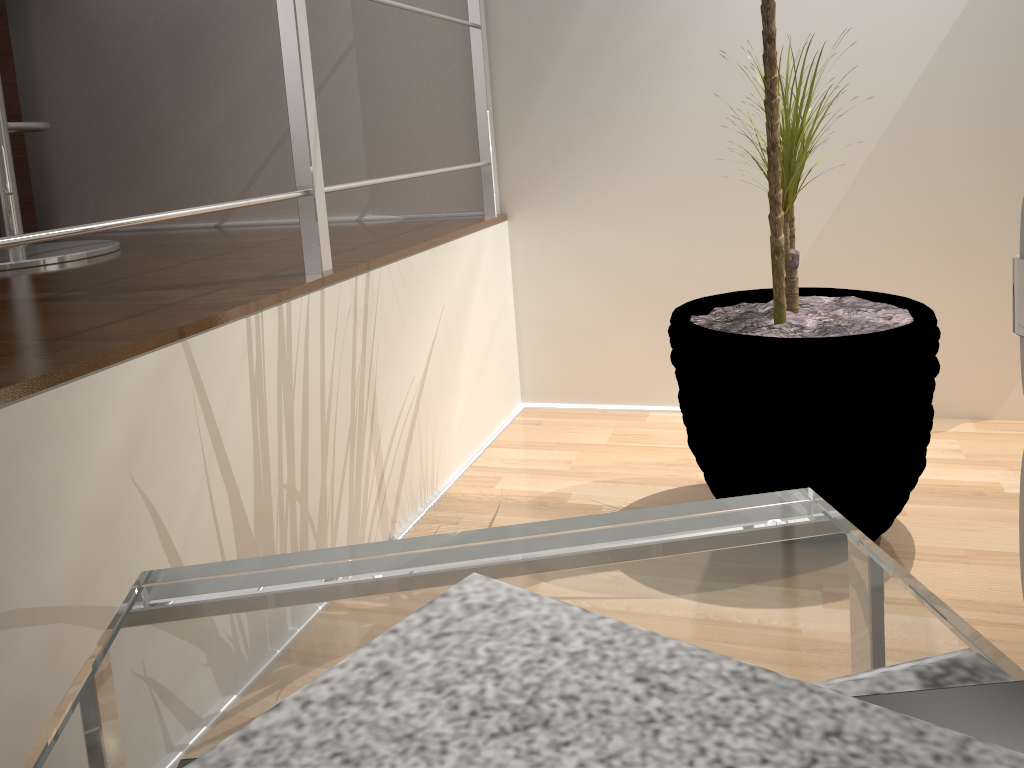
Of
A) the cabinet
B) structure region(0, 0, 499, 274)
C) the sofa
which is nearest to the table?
the sofa

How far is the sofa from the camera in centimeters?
67cm

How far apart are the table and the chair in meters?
1.3 m

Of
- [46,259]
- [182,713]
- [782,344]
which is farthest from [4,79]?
[182,713]

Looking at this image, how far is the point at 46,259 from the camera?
1.62m

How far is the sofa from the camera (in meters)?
0.67

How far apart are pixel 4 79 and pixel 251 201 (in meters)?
1.51

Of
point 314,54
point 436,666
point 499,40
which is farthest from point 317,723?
point 314,54

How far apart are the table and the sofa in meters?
0.3 m

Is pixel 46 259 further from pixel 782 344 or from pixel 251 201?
pixel 782 344
